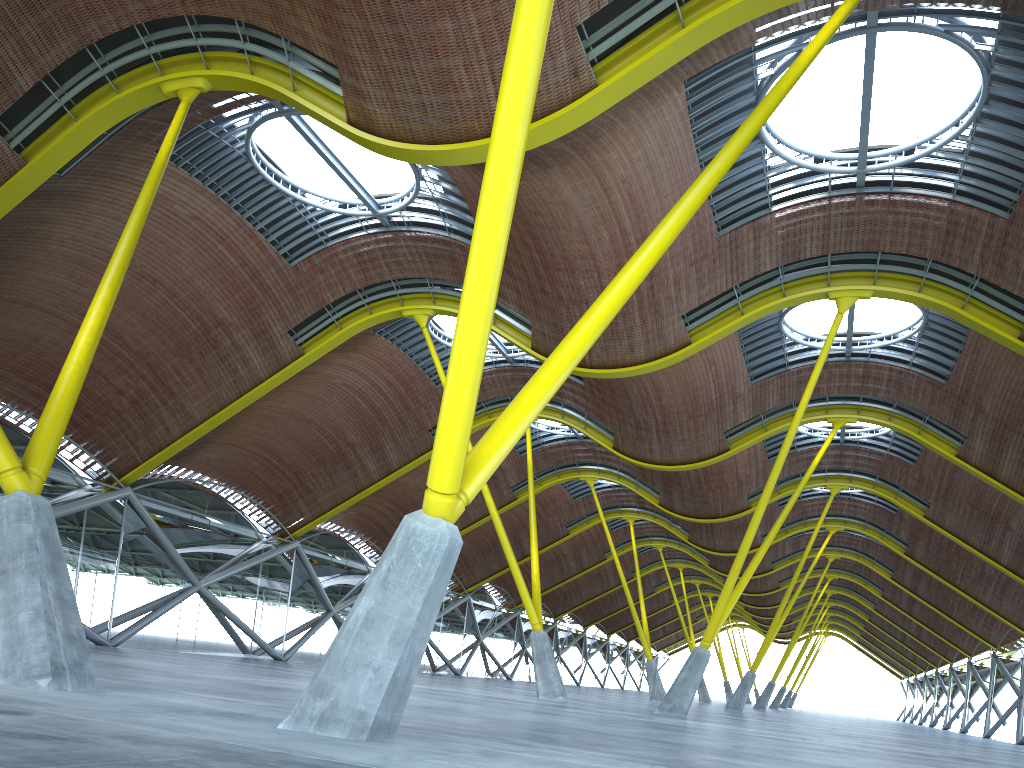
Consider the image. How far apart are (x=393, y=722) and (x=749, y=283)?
20.89m
